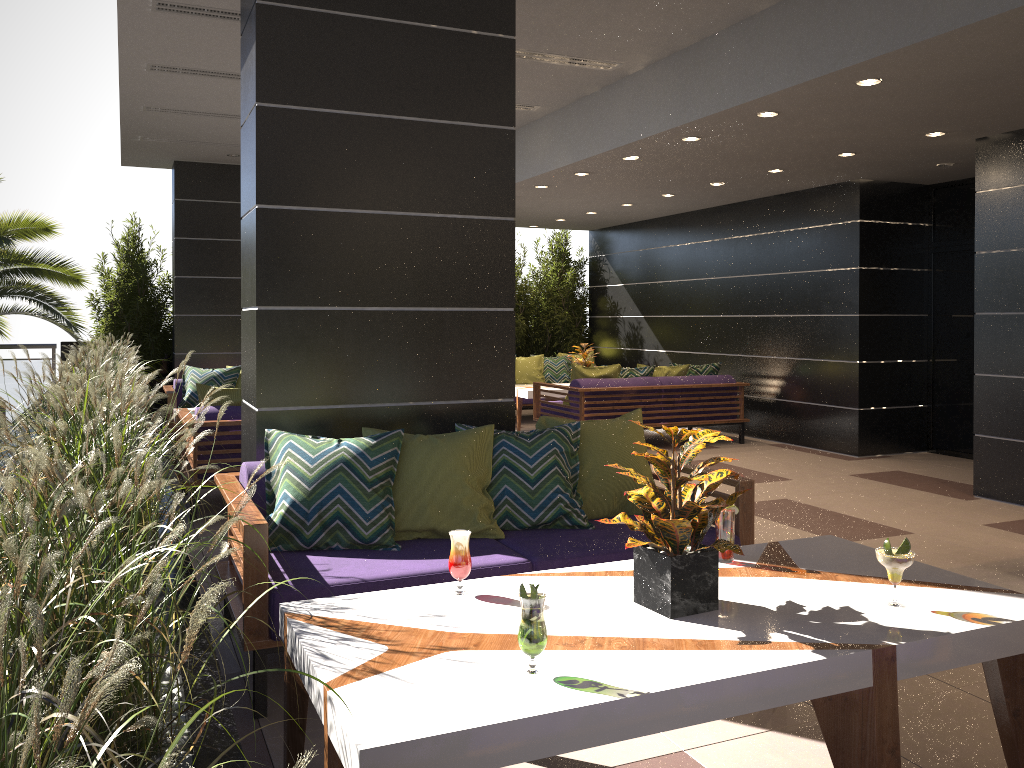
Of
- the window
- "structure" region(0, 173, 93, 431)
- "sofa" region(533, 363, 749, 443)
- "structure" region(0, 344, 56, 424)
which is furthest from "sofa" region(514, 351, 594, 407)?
"structure" region(0, 344, 56, 424)

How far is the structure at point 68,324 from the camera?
8.9 meters

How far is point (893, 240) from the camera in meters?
8.9 m

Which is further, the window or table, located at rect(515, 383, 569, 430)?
table, located at rect(515, 383, 569, 430)

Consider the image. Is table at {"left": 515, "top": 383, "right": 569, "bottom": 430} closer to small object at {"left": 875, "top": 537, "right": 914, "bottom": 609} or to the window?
the window

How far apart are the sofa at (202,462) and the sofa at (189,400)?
1.9m

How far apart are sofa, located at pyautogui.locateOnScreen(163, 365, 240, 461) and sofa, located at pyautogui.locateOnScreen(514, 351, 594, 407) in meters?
3.9 m

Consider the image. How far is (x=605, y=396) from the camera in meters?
9.1

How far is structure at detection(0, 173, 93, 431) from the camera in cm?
889

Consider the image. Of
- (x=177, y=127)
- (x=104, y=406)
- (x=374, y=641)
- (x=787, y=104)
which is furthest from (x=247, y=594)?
(x=177, y=127)
